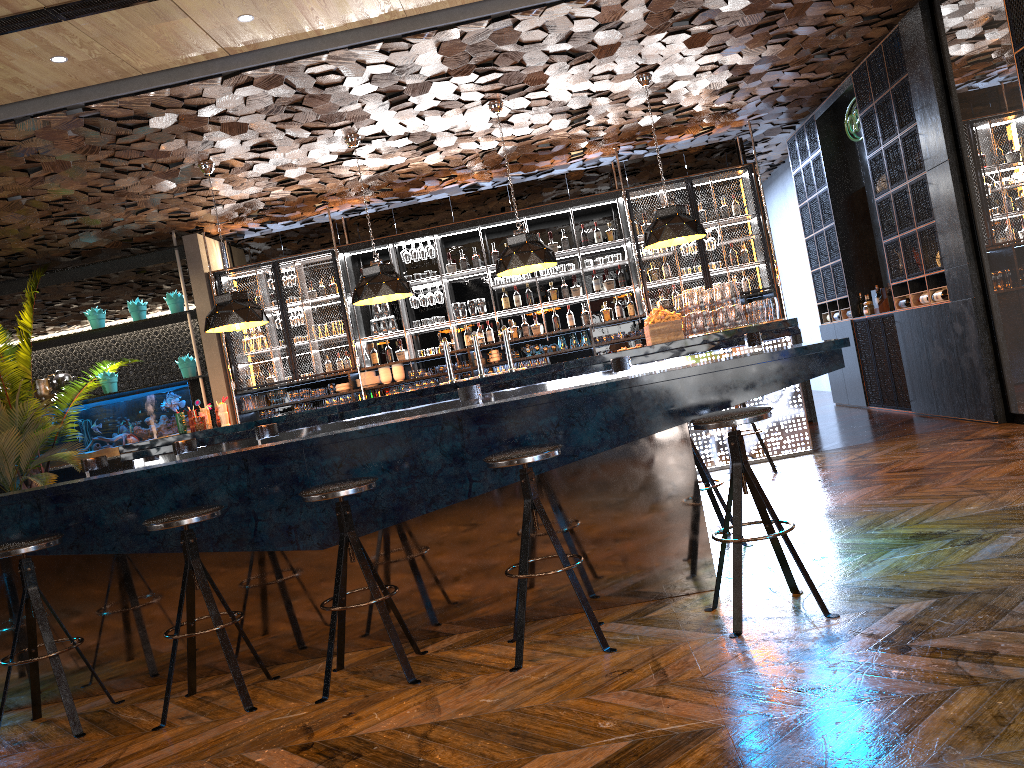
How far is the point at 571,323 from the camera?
10.8m

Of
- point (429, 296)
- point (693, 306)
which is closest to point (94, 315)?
point (429, 296)

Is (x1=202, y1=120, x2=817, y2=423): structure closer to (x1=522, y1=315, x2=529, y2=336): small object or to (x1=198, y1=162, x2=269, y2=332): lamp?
(x1=522, y1=315, x2=529, y2=336): small object

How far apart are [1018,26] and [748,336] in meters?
2.7 m

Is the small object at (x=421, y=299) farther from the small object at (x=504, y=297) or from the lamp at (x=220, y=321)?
the lamp at (x=220, y=321)

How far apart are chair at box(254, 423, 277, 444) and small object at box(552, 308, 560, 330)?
4.44m

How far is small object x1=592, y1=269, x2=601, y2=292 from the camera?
10.78m

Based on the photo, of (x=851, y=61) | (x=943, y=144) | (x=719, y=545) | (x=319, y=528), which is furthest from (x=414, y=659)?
(x=851, y=61)

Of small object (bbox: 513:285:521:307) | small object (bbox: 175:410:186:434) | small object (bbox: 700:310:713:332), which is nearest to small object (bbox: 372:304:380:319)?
small object (bbox: 513:285:521:307)

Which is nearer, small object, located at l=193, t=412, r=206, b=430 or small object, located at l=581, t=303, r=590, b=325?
small object, located at l=193, t=412, r=206, b=430
